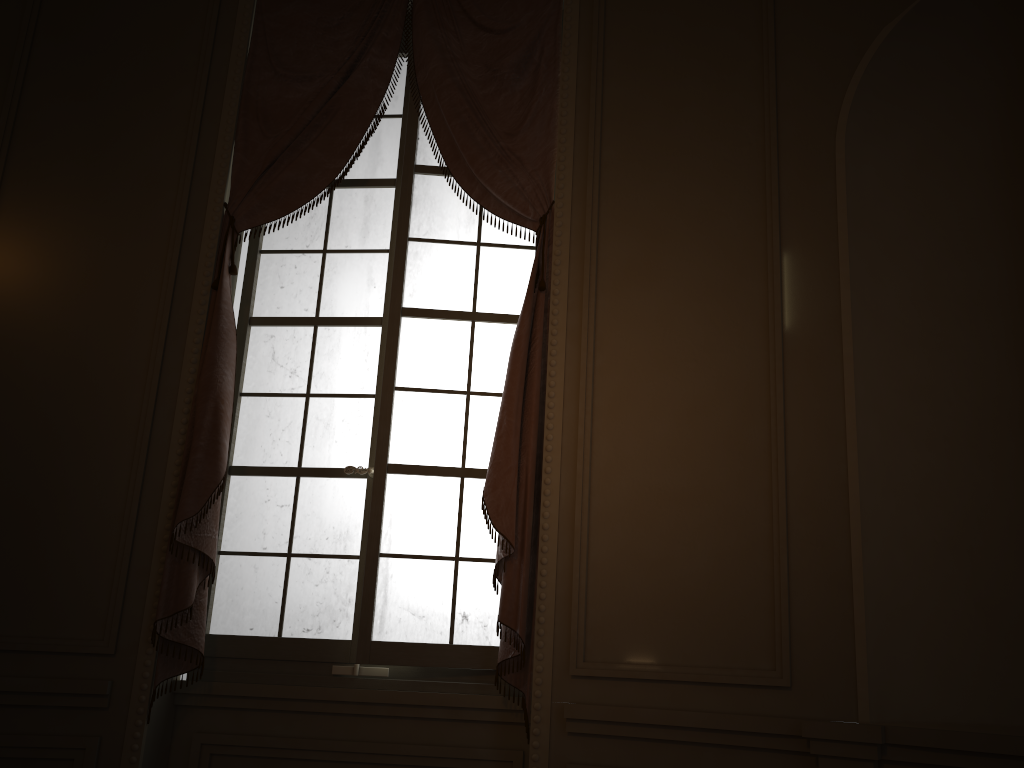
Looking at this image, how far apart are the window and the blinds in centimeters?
9cm

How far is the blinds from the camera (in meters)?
3.02

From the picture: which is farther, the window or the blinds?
the window

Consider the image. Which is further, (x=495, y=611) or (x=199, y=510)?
(x=495, y=611)

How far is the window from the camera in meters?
3.2 m

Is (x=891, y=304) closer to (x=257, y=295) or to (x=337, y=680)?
(x=337, y=680)

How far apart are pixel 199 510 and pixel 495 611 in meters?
1.1

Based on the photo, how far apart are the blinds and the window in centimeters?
9cm

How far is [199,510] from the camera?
3.0 meters
